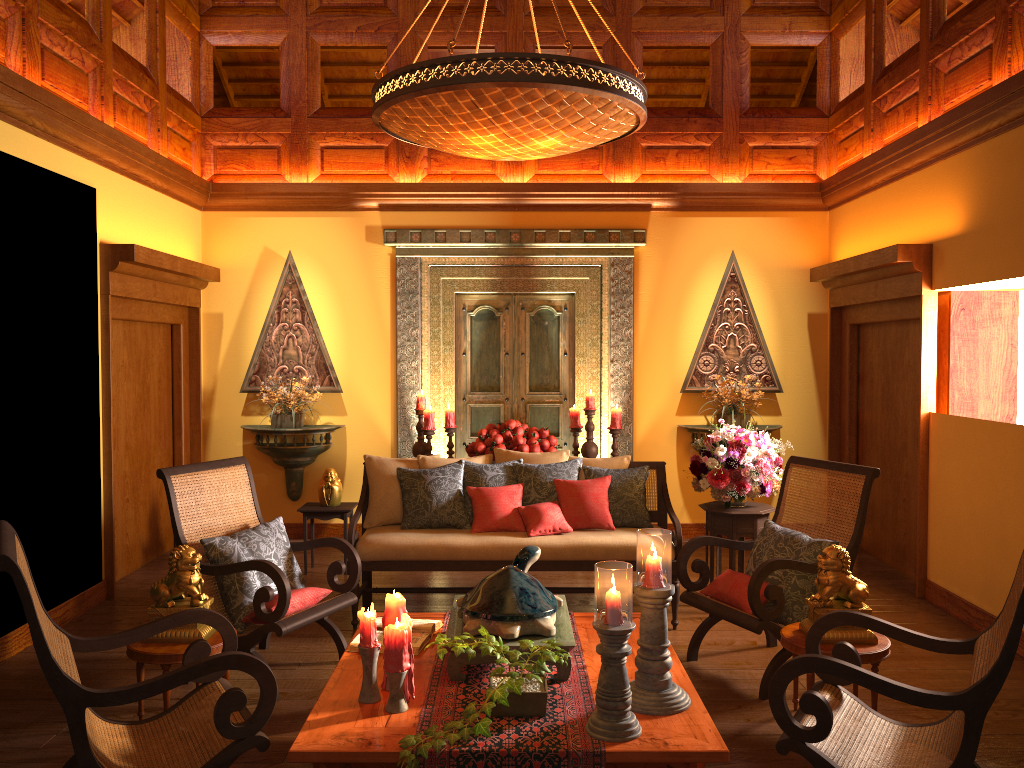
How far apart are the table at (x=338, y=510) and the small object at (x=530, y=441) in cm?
108

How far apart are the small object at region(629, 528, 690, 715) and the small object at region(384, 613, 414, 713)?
0.72m

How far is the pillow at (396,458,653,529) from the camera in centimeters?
504cm

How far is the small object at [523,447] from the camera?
6.1m

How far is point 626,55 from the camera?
7.1 meters

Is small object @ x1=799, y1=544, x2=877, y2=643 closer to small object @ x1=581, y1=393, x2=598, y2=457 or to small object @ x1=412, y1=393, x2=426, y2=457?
small object @ x1=581, y1=393, x2=598, y2=457

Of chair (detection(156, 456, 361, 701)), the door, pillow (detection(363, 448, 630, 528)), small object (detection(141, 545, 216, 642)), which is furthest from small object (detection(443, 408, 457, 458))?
small object (detection(141, 545, 216, 642))

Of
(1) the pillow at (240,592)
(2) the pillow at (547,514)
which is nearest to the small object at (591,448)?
(2) the pillow at (547,514)

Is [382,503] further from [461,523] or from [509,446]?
[509,446]

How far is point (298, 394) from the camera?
6.9 meters
